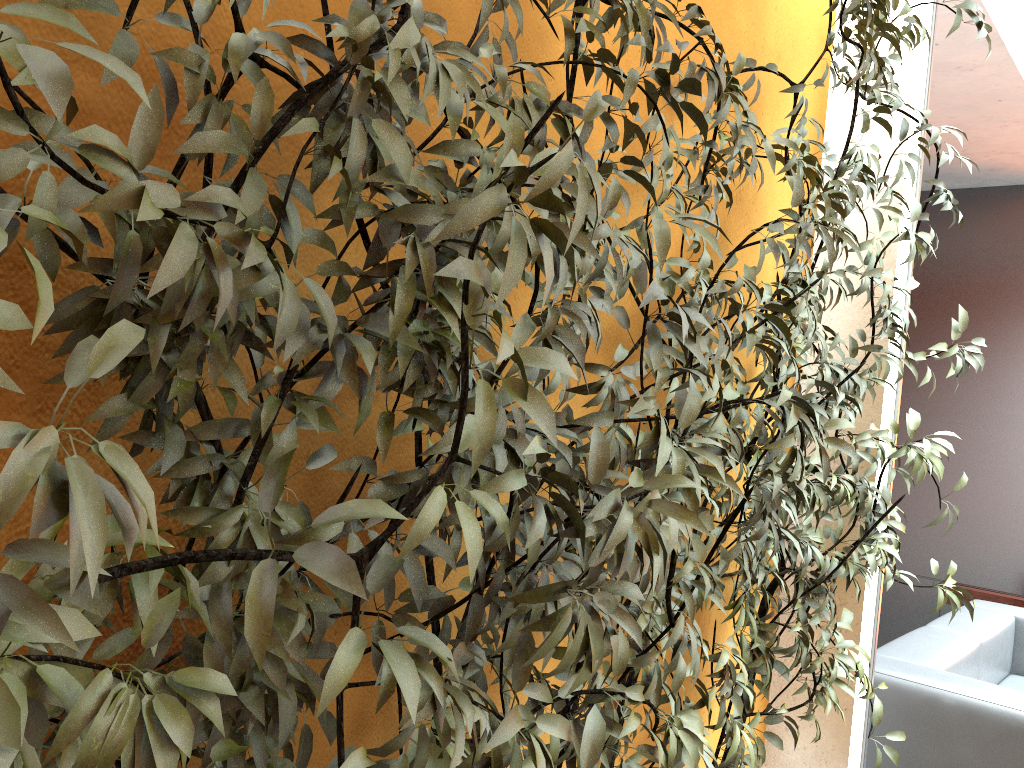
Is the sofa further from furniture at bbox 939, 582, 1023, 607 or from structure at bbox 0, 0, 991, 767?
furniture at bbox 939, 582, 1023, 607

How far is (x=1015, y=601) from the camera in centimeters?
501cm

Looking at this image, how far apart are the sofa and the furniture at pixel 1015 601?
0.82m

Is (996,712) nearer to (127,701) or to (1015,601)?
(1015,601)

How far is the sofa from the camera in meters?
2.7 m

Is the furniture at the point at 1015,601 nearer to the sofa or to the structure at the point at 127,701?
the sofa

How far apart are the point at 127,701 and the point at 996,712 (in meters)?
2.84

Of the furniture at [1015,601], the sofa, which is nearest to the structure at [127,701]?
the sofa

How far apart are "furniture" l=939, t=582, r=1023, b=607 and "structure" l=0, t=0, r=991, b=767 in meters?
3.2

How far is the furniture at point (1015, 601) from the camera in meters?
5.0 m
